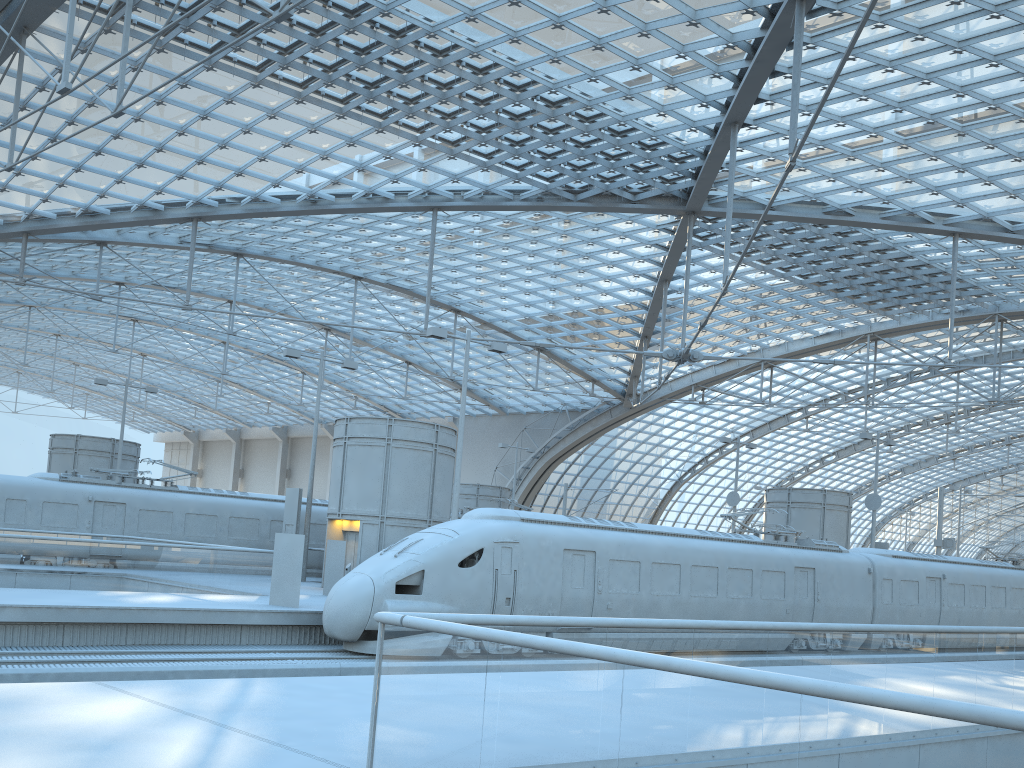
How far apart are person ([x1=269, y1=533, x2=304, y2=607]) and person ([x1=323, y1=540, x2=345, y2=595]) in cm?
428

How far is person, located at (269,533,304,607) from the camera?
19.6 meters

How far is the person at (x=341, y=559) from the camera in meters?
24.1 m

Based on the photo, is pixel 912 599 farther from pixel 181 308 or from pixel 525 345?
pixel 181 308

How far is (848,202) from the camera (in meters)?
35.48

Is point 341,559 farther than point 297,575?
Yes

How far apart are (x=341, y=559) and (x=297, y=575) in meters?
4.5 m

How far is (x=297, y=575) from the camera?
19.6m

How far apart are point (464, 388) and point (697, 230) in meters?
17.6

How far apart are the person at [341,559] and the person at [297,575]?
4.3m
